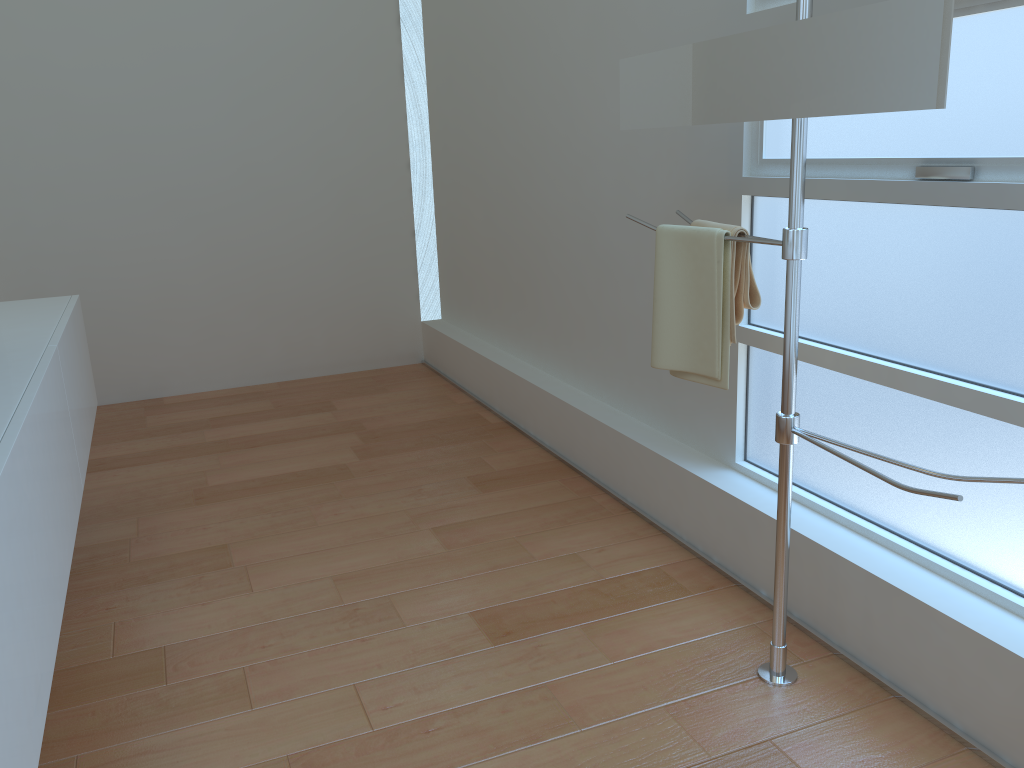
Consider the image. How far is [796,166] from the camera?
1.7 meters

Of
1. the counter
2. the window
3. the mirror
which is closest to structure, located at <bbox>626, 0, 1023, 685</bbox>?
the mirror

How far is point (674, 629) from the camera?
2.2 meters

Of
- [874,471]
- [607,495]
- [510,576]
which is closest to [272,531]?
[510,576]

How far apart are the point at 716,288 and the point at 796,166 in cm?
35

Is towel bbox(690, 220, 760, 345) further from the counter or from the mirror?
the counter

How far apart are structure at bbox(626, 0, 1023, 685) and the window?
0.3m

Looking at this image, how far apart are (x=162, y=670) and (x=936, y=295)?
1.9m

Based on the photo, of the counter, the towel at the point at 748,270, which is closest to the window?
the towel at the point at 748,270

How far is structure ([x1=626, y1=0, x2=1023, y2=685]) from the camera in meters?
1.7
